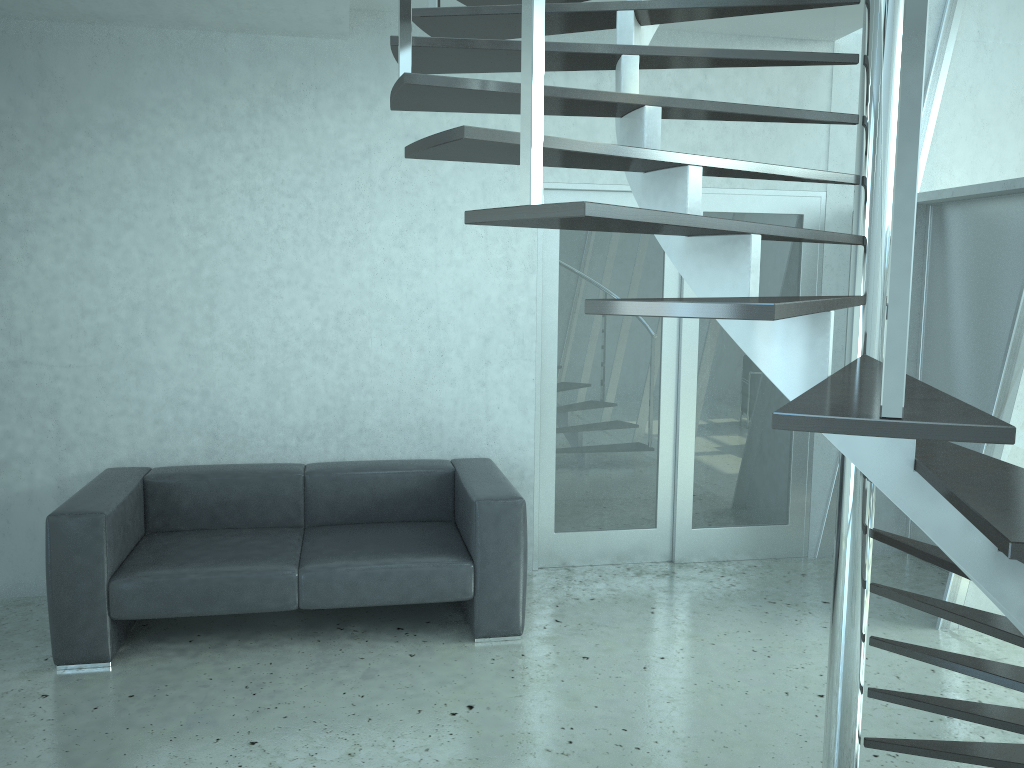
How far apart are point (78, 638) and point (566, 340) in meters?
2.7

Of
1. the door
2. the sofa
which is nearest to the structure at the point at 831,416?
the door

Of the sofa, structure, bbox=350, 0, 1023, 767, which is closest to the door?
the sofa

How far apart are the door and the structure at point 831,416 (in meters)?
0.87

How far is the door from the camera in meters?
4.9 m

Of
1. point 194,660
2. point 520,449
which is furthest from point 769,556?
point 194,660

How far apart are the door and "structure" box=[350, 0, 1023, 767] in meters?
0.9

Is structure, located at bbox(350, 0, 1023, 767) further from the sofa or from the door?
the sofa

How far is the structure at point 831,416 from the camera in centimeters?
126cm

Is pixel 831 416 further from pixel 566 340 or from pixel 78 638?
pixel 566 340
